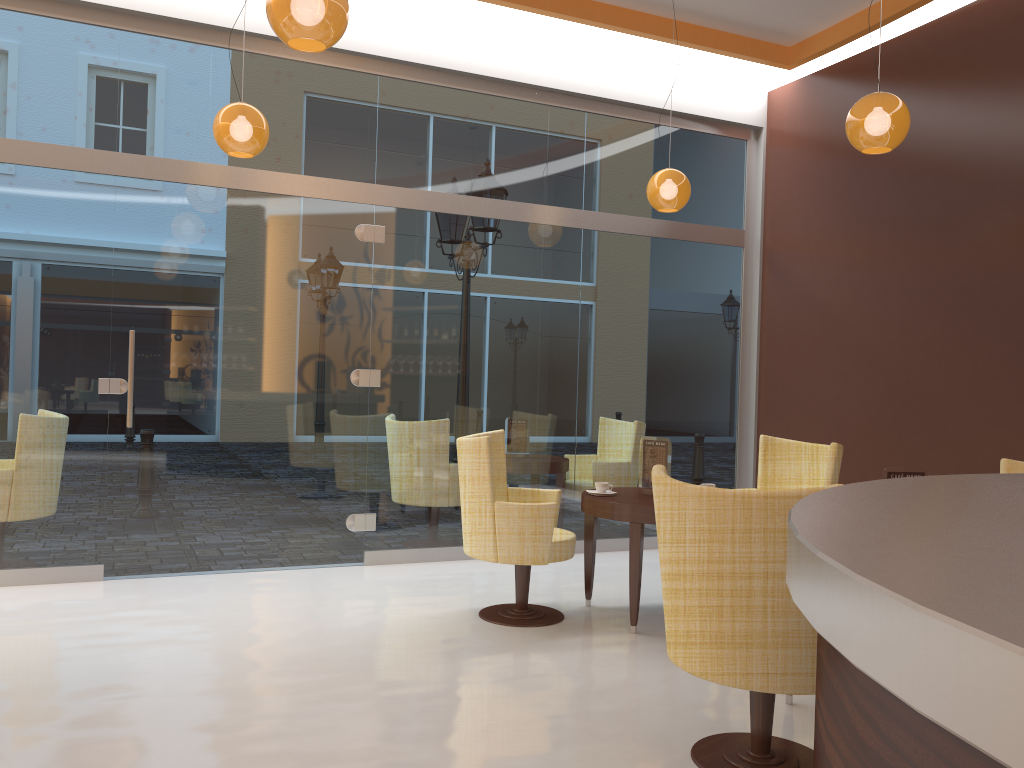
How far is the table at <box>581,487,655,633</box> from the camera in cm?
464

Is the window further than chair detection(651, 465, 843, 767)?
Yes

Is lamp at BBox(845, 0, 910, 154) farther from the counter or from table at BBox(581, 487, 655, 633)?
the counter

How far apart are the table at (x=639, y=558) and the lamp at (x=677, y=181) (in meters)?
1.96

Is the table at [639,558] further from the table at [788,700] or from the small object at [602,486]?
the table at [788,700]

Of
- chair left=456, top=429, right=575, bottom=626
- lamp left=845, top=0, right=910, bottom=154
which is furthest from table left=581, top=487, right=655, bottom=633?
lamp left=845, top=0, right=910, bottom=154

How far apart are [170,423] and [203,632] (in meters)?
1.66

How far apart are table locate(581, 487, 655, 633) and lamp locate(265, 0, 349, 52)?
2.66m

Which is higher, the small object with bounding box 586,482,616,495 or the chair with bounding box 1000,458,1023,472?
the chair with bounding box 1000,458,1023,472

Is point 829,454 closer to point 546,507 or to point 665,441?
point 665,441
